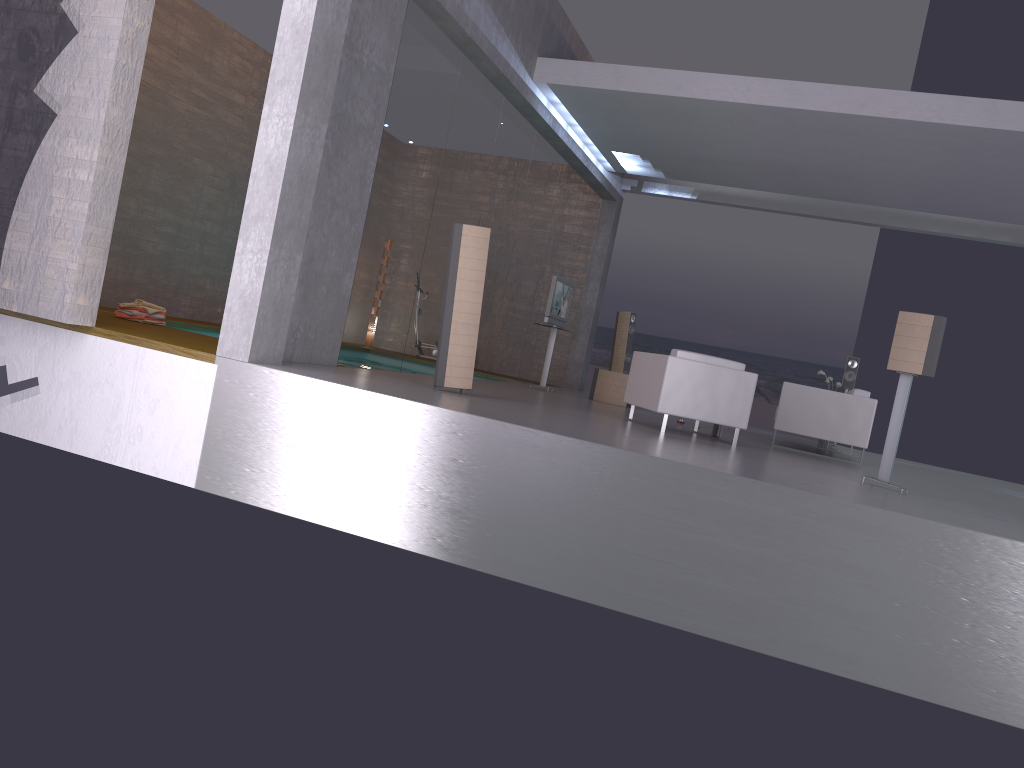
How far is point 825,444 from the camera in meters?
12.0

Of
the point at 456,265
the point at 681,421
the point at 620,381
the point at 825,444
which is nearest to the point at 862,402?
the point at 681,421

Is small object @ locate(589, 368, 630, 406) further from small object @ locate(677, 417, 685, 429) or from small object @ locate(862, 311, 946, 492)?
small object @ locate(862, 311, 946, 492)

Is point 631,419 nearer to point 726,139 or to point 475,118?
point 475,118

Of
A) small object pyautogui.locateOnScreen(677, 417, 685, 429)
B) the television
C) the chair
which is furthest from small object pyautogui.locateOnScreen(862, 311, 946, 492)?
the television

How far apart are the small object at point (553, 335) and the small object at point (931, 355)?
6.21m

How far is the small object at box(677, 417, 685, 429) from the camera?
9.6 meters

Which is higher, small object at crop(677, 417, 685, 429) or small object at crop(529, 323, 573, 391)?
small object at crop(529, 323, 573, 391)

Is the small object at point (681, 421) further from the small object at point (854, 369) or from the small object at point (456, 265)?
the small object at point (854, 369)

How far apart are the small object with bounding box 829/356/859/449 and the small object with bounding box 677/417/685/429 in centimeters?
449cm
